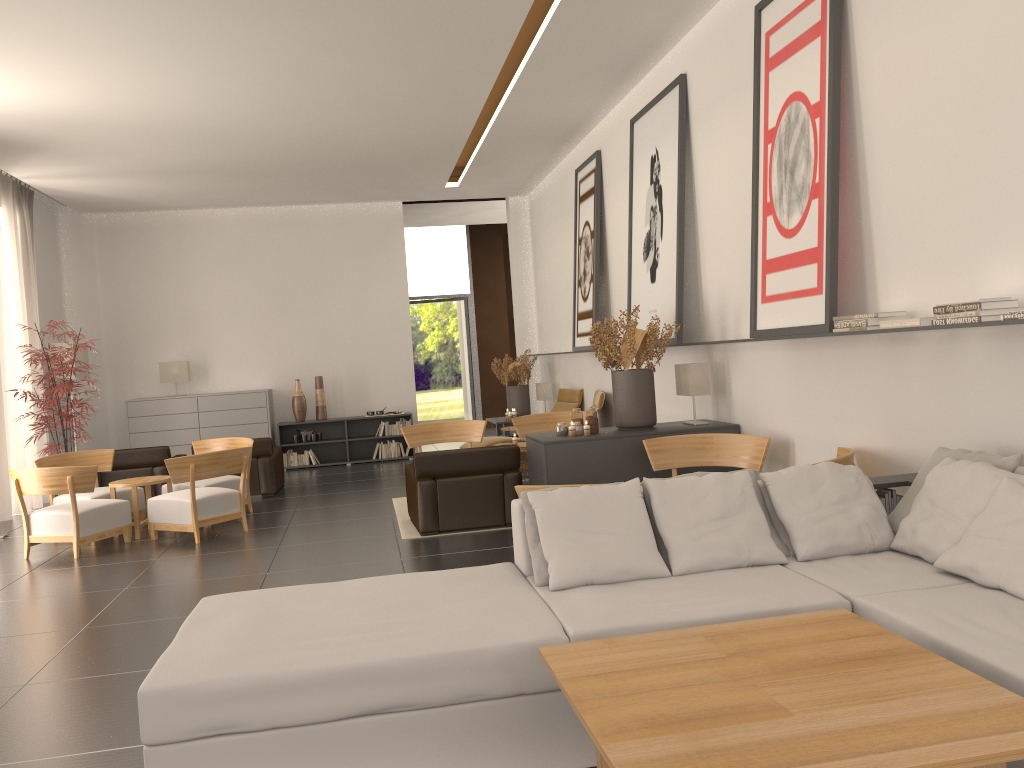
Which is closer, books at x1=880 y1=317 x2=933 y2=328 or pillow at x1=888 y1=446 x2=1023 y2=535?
pillow at x1=888 y1=446 x2=1023 y2=535

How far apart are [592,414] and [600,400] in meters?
5.0 m

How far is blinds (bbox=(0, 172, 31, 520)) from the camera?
15.6m

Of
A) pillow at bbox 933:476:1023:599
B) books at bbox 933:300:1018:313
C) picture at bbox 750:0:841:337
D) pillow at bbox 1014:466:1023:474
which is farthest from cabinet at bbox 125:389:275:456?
pillow at bbox 1014:466:1023:474

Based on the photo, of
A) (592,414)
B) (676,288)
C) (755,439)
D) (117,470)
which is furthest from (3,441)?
(755,439)

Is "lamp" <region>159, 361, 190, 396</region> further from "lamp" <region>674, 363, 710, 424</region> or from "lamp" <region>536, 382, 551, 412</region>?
"lamp" <region>674, 363, 710, 424</region>

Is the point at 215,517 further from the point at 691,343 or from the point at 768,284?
the point at 768,284

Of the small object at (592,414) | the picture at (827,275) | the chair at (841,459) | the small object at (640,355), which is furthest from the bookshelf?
the chair at (841,459)

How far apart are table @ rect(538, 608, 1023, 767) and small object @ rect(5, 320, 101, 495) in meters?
12.5

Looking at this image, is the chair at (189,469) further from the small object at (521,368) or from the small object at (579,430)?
the small object at (521,368)
